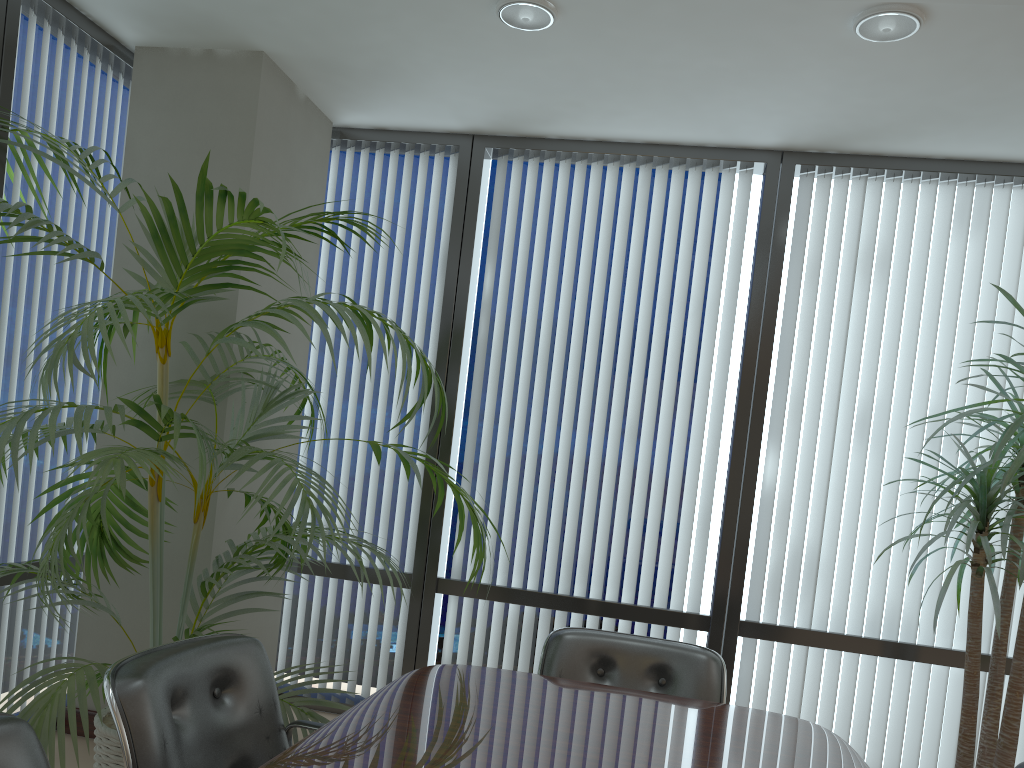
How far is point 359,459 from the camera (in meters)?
4.69

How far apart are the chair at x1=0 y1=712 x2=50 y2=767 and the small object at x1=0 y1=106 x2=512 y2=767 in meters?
0.6

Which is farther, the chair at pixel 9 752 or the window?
the window

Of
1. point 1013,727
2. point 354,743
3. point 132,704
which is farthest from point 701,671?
point 132,704

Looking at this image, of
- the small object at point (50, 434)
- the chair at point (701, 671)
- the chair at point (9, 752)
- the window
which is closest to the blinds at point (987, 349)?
the window

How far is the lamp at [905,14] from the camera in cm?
295

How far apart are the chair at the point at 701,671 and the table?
0.24m

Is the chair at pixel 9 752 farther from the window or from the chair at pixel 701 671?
the window

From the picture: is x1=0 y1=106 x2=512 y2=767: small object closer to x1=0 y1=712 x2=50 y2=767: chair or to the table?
the table

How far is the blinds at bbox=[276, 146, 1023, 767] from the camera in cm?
417
